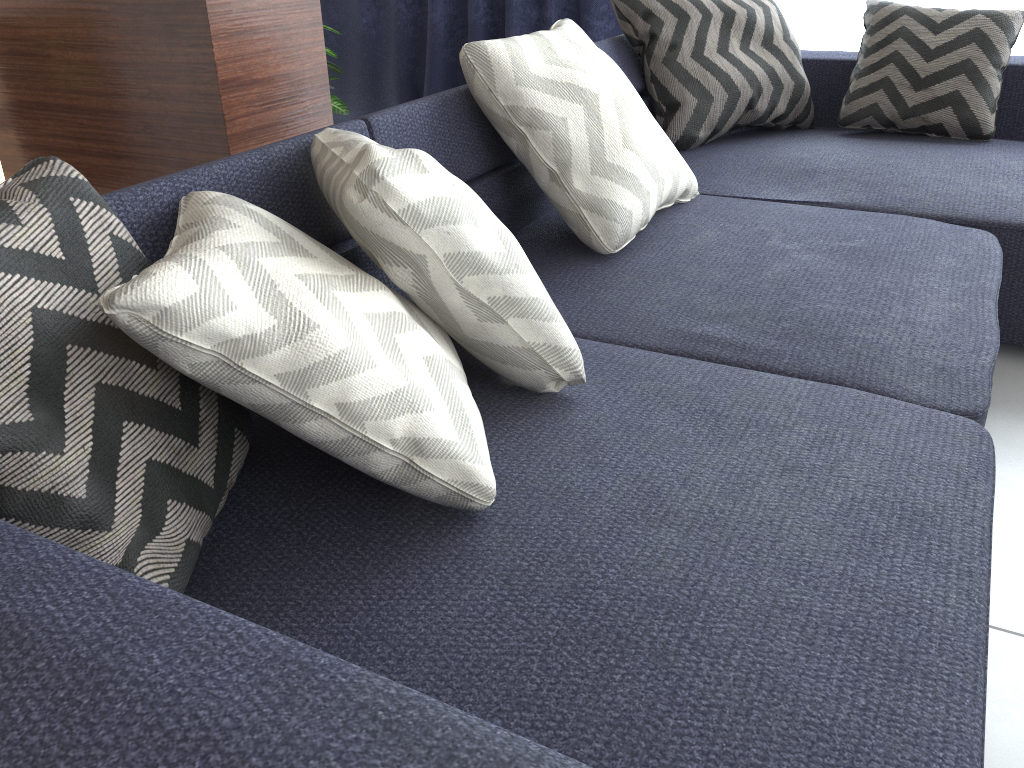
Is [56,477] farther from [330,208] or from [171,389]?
[330,208]

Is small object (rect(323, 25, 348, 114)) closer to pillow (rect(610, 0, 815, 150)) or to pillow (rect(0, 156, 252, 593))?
pillow (rect(610, 0, 815, 150))

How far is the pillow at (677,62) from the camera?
2.3 meters

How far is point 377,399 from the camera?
0.85m

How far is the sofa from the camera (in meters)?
0.49

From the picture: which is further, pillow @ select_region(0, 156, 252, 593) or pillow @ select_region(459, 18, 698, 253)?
pillow @ select_region(459, 18, 698, 253)

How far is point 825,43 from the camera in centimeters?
311cm

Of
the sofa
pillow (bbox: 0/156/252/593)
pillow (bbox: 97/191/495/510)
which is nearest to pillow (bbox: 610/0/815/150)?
the sofa

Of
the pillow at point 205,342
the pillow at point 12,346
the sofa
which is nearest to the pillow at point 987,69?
the sofa

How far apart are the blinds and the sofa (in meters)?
0.57
